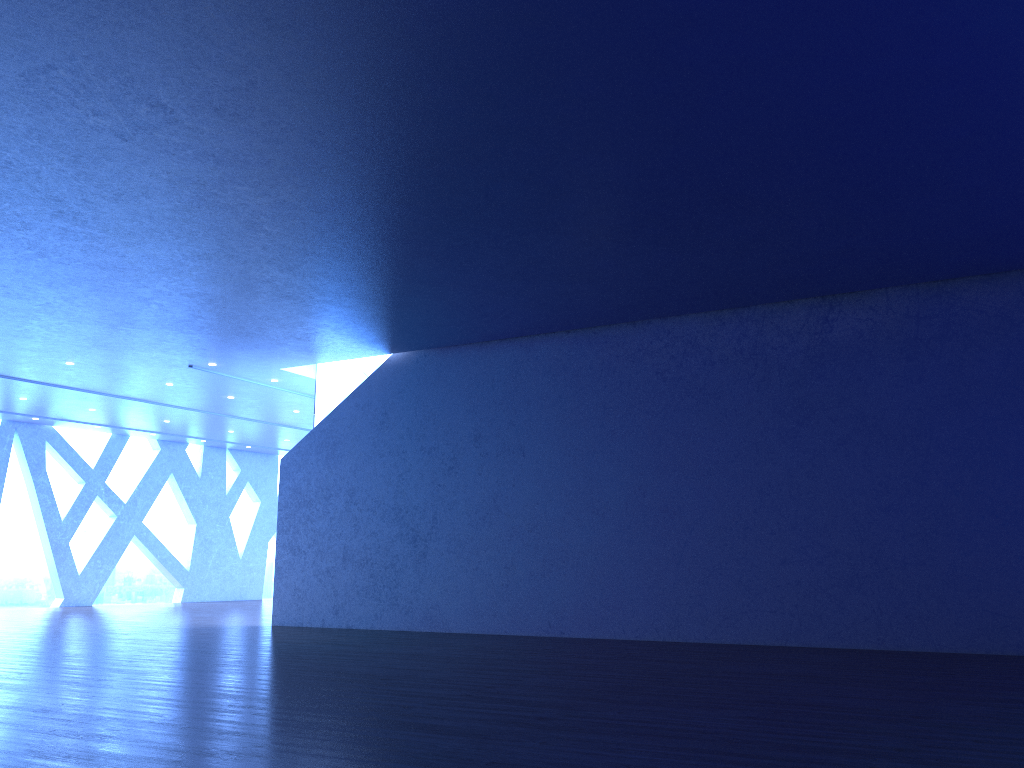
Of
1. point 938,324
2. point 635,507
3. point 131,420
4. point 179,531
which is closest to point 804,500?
point 635,507
